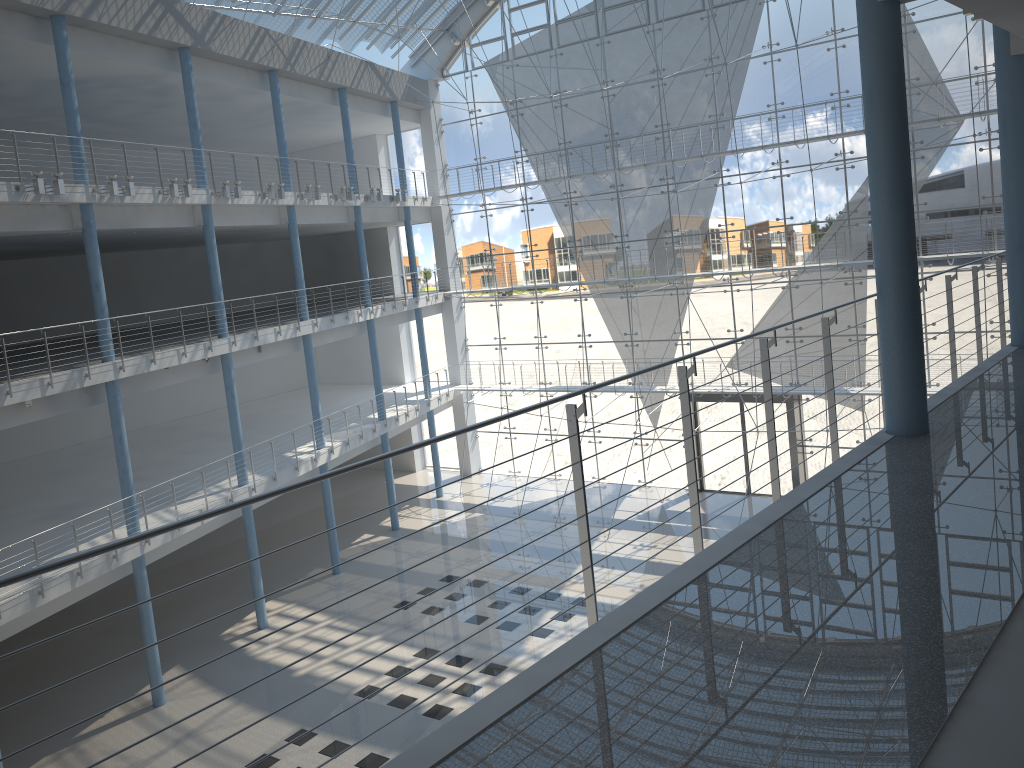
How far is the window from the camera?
3.4 meters

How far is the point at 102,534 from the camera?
2.7m

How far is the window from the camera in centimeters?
344cm

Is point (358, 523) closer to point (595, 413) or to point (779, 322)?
point (595, 413)

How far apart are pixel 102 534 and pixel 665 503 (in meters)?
2.43

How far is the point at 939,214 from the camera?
3.4 meters
